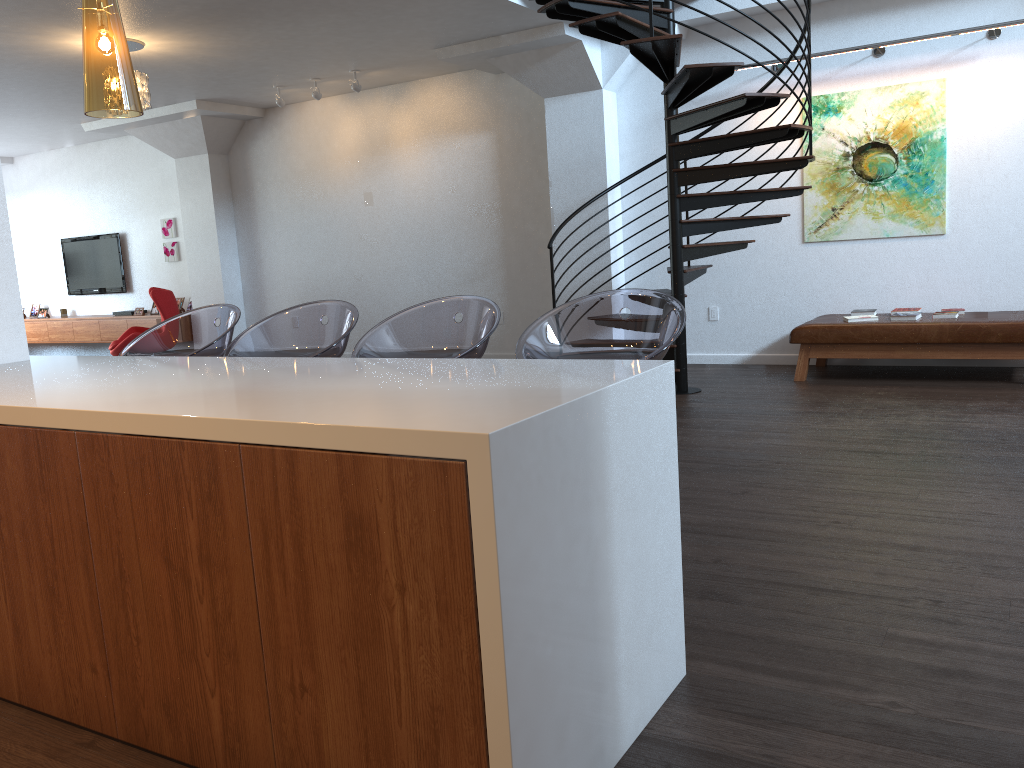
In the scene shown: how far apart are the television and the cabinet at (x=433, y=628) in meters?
10.7

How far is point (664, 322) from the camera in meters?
2.7

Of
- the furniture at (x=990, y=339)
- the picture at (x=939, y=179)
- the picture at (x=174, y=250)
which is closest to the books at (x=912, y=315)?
the furniture at (x=990, y=339)

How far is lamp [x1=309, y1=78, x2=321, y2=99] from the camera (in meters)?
8.93

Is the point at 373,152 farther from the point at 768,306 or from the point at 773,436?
the point at 773,436

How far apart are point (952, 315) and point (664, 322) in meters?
4.7 m

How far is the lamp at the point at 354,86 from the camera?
8.7 meters

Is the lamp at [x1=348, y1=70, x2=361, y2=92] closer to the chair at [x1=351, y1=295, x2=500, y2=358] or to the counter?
the counter

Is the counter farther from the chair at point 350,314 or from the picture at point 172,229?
the picture at point 172,229

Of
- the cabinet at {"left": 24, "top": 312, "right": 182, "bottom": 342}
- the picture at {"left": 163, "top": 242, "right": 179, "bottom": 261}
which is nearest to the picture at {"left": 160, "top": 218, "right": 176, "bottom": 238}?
the picture at {"left": 163, "top": 242, "right": 179, "bottom": 261}
